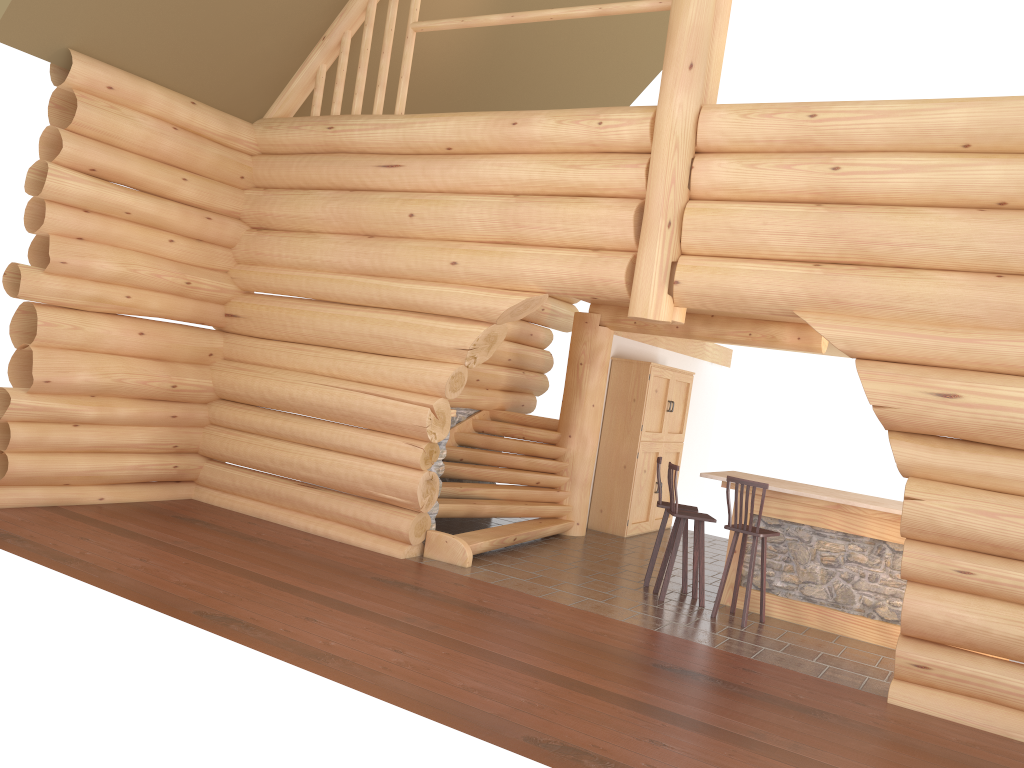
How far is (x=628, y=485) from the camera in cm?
1208

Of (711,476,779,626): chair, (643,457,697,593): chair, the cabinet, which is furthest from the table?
the cabinet

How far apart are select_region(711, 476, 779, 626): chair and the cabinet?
3.78m

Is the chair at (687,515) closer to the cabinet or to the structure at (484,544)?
the structure at (484,544)

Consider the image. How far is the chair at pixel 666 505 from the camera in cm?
913

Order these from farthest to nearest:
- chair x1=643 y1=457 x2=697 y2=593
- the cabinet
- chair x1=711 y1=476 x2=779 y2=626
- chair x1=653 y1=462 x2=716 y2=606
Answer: the cabinet < chair x1=643 y1=457 x2=697 y2=593 < chair x1=653 y1=462 x2=716 y2=606 < chair x1=711 y1=476 x2=779 y2=626

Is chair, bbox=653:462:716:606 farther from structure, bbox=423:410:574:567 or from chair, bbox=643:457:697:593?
structure, bbox=423:410:574:567

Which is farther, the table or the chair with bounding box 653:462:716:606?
the chair with bounding box 653:462:716:606

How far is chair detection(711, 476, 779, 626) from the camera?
8.03m

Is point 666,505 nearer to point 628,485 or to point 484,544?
point 484,544
